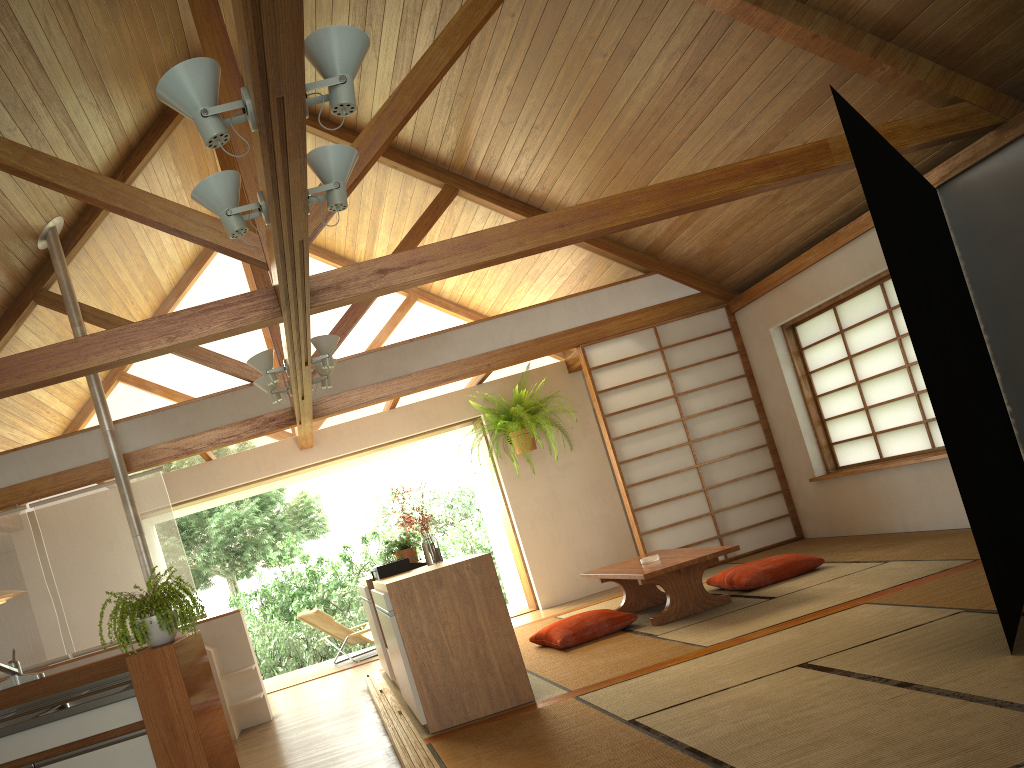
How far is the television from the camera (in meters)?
5.11

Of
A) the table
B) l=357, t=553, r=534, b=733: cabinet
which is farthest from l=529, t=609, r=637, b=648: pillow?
l=357, t=553, r=534, b=733: cabinet

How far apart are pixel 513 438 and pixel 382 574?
3.2 meters

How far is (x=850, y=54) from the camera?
4.5m

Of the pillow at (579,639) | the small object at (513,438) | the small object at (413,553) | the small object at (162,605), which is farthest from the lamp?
the small object at (513,438)

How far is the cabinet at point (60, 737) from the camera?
3.4 meters

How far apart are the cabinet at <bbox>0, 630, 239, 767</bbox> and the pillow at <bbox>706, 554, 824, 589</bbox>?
3.3m

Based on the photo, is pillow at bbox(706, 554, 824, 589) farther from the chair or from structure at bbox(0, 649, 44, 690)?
structure at bbox(0, 649, 44, 690)

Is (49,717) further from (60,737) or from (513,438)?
(513,438)

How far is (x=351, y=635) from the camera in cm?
843
